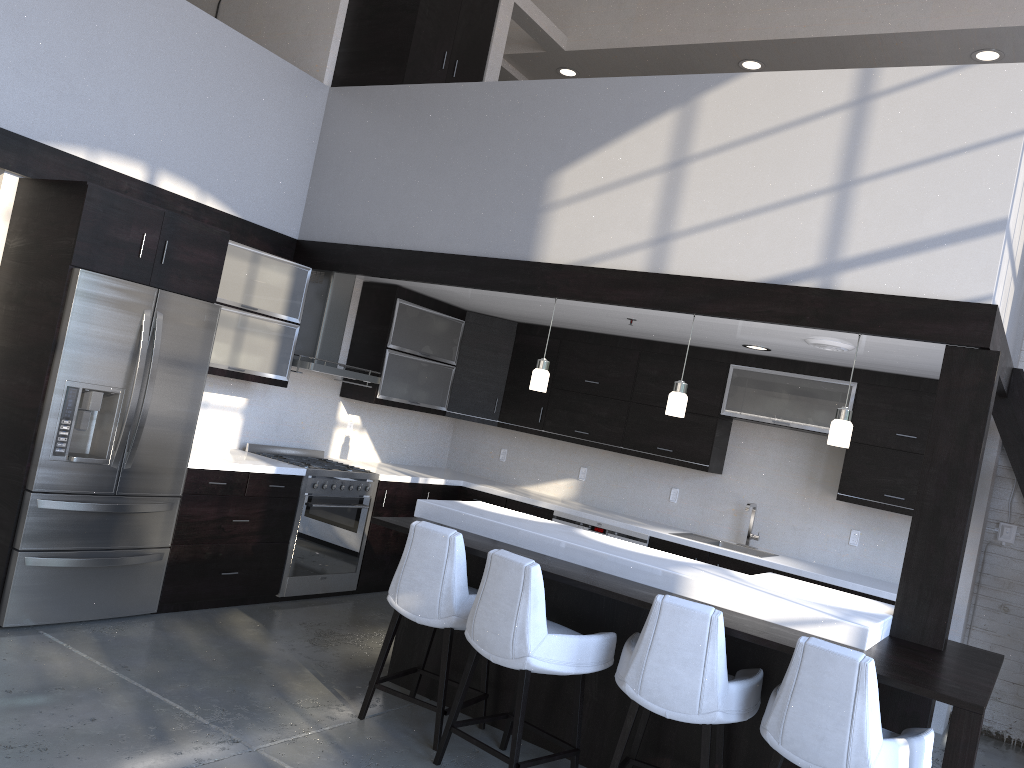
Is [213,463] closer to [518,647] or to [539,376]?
[539,376]

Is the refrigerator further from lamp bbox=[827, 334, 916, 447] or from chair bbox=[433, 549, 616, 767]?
lamp bbox=[827, 334, 916, 447]

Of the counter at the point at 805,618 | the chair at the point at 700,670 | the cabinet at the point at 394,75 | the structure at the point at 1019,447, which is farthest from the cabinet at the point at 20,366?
the chair at the point at 700,670

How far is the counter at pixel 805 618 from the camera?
3.6m

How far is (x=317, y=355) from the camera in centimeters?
617cm

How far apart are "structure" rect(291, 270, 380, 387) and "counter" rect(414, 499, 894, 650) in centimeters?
161cm

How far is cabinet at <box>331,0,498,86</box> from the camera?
6.0m

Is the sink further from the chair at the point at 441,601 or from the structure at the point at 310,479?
the chair at the point at 441,601

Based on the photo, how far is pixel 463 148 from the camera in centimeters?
557cm

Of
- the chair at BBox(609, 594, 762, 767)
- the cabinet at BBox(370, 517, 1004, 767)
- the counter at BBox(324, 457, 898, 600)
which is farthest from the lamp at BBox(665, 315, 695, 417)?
the counter at BBox(324, 457, 898, 600)
